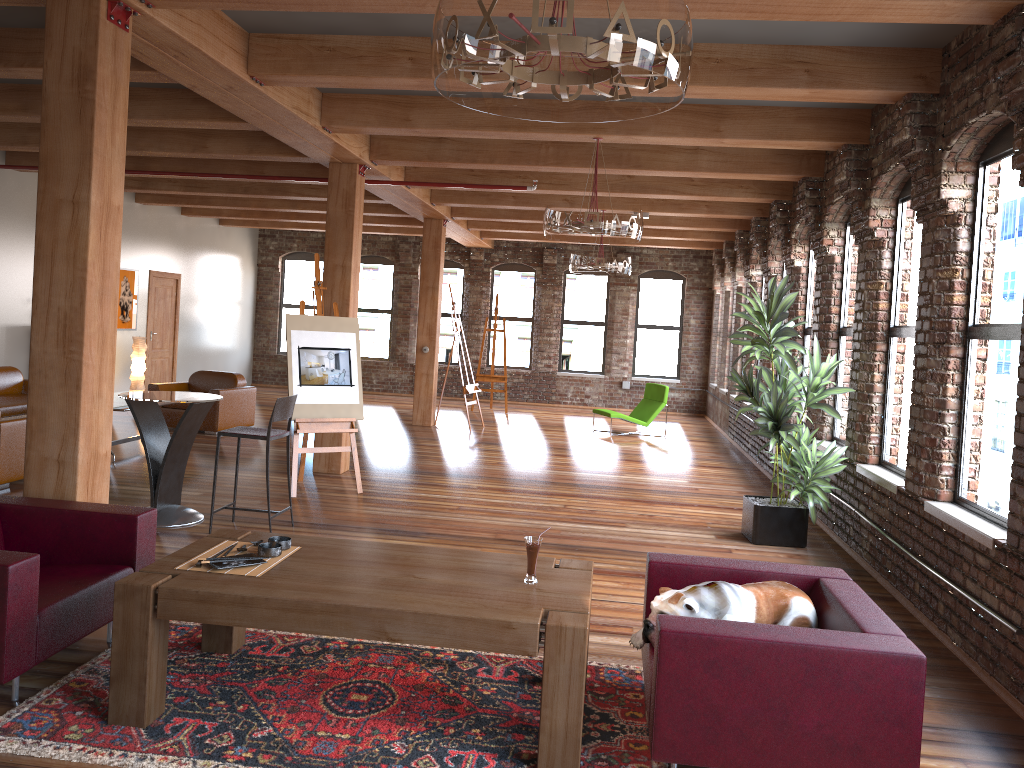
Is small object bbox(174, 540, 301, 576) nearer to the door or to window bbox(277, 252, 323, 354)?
the door

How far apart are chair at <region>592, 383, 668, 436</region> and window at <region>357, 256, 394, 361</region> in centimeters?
631cm

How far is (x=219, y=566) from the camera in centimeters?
355cm

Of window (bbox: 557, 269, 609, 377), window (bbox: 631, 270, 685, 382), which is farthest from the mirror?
window (bbox: 631, 270, 685, 382)

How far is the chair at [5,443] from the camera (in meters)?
7.22

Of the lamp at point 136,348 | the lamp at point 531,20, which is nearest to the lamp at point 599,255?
the lamp at point 136,348

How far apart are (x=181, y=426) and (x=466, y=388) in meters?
6.9 m

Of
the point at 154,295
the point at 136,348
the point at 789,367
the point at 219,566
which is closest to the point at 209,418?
the point at 136,348

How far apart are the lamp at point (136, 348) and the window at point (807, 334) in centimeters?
914cm

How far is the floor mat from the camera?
3.2 meters
